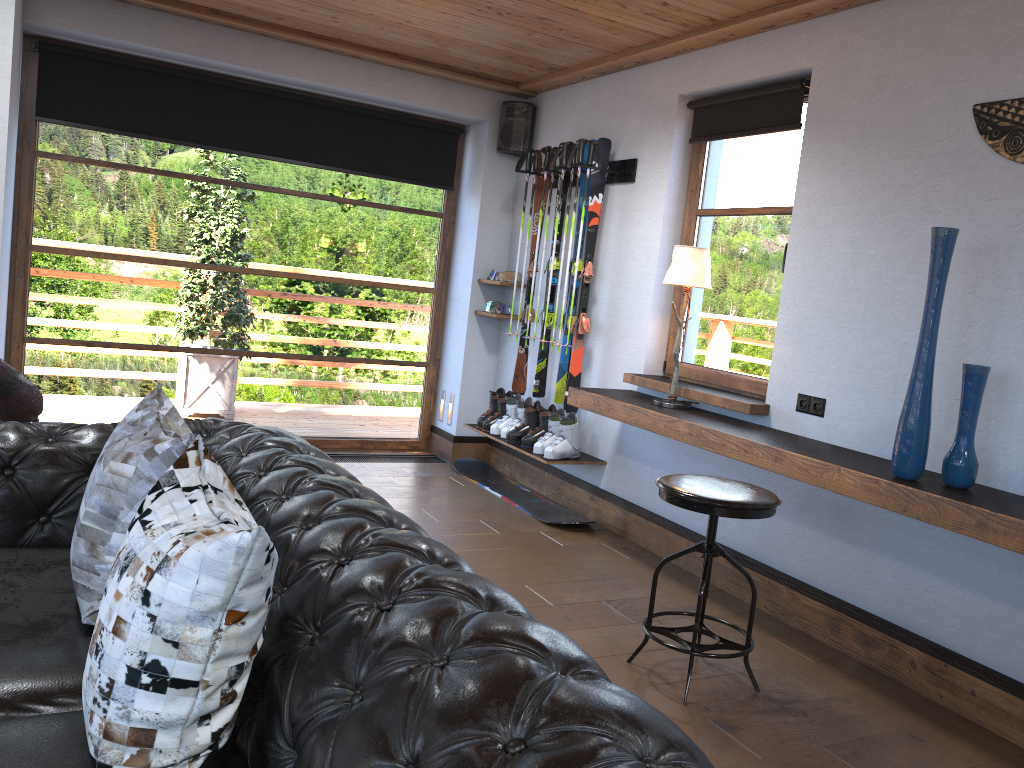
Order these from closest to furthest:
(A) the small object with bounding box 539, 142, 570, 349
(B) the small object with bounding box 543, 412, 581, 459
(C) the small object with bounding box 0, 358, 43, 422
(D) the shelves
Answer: (D) the shelves → (C) the small object with bounding box 0, 358, 43, 422 → (B) the small object with bounding box 543, 412, 581, 459 → (A) the small object with bounding box 539, 142, 570, 349

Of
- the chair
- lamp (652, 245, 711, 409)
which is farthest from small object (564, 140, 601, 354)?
the chair

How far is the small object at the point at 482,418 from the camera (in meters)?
5.85

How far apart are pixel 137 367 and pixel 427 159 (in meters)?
2.43

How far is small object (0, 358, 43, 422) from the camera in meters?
2.8 m

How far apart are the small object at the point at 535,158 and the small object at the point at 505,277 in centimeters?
78cm

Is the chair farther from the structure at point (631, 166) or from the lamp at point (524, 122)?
the lamp at point (524, 122)

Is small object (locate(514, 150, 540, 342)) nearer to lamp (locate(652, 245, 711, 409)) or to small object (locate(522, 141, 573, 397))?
small object (locate(522, 141, 573, 397))

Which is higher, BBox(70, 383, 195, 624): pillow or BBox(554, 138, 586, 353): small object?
BBox(554, 138, 586, 353): small object

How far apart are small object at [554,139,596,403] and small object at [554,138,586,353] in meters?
1.2 m
